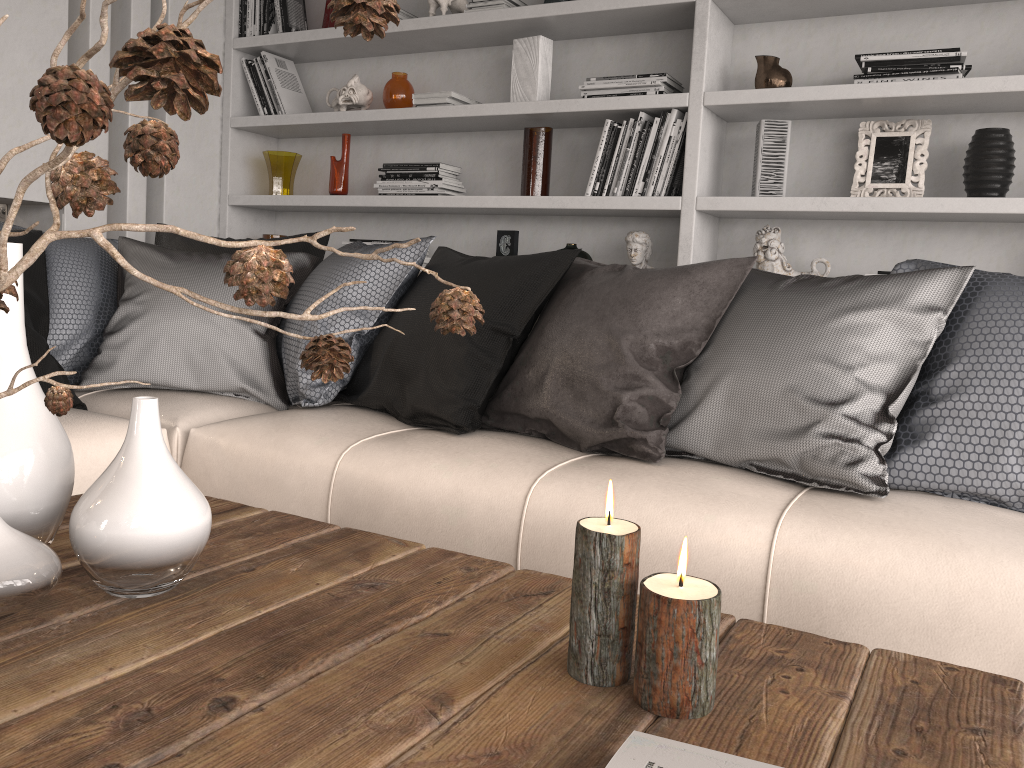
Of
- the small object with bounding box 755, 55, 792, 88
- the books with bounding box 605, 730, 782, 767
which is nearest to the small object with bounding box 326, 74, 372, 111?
the small object with bounding box 755, 55, 792, 88

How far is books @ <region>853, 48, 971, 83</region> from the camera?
2.6m

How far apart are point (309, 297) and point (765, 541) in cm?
144

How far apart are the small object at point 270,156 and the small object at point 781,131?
2.0 meters

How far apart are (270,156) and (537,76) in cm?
129

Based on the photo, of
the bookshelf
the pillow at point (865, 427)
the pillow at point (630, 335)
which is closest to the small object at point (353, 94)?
the bookshelf

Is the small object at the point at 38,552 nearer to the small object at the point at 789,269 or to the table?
the table

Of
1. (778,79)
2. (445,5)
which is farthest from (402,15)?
(778,79)

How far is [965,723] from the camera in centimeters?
83cm

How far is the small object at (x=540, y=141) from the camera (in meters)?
3.25
